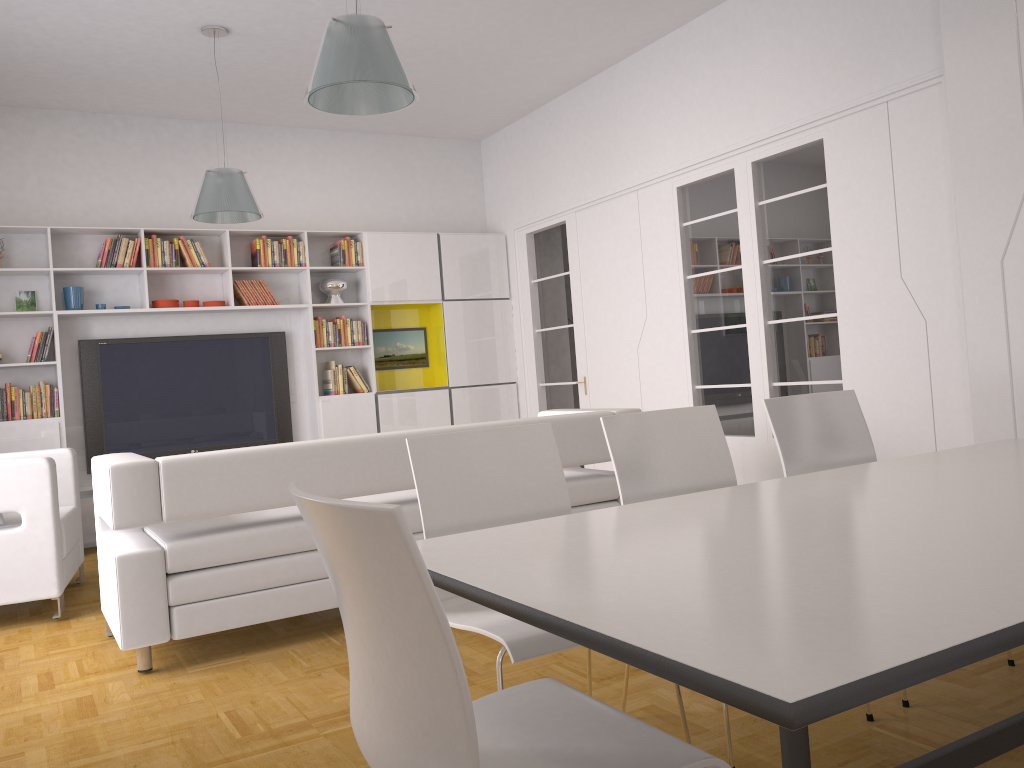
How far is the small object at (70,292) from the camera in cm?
690

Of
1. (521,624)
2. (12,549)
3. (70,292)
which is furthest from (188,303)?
(521,624)

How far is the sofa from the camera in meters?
3.5 m

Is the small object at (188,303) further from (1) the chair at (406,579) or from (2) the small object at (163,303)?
(1) the chair at (406,579)

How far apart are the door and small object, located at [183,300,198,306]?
2.99m

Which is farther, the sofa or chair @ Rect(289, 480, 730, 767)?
the sofa

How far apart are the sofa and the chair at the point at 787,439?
1.5m

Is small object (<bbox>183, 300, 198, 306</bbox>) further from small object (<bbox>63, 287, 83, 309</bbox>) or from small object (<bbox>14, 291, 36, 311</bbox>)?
small object (<bbox>14, 291, 36, 311</bbox>)

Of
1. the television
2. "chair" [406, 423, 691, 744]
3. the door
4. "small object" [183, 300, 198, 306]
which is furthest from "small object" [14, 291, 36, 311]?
"chair" [406, 423, 691, 744]

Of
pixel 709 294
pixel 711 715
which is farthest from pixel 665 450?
pixel 709 294
